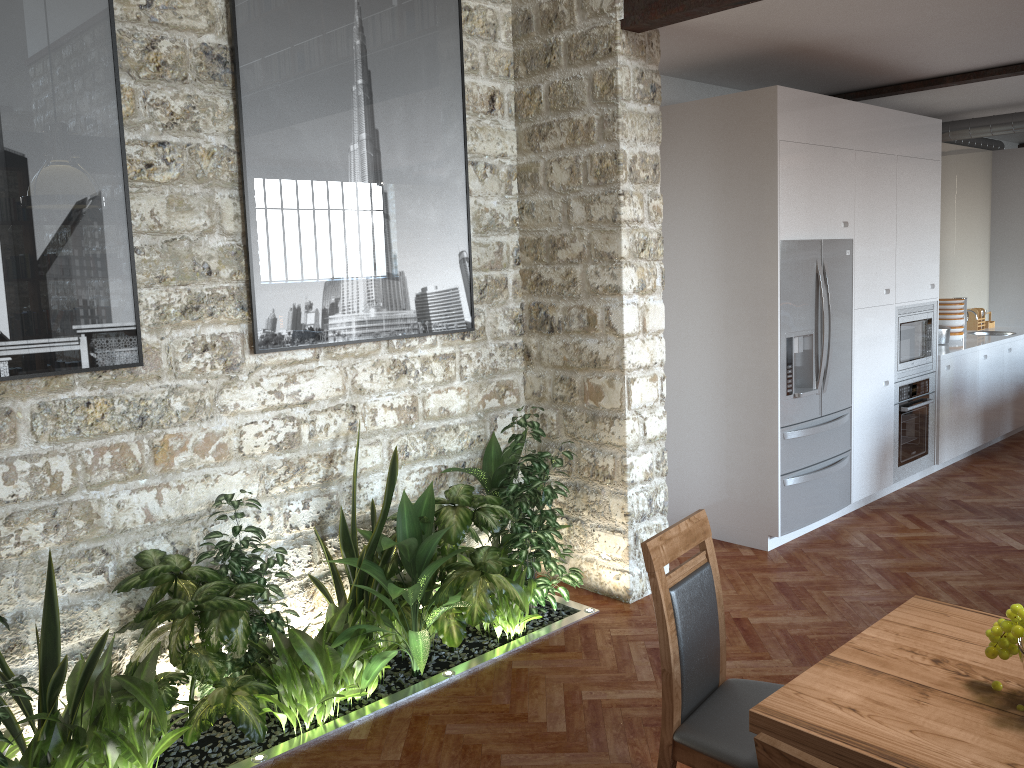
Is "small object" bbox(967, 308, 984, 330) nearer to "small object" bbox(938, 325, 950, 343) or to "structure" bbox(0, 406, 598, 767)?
"small object" bbox(938, 325, 950, 343)

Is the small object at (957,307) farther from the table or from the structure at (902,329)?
the table

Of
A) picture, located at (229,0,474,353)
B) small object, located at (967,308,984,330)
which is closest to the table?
picture, located at (229,0,474,353)

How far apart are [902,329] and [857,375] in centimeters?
75cm

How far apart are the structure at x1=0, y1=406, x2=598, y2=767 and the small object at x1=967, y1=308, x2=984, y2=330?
5.8m

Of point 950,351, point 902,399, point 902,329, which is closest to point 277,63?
point 902,329

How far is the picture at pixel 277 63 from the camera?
3.7 meters

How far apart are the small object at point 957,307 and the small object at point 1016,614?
6.3m

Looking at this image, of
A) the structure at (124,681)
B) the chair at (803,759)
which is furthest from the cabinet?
the chair at (803,759)

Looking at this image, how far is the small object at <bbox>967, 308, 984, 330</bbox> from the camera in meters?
8.5 m
